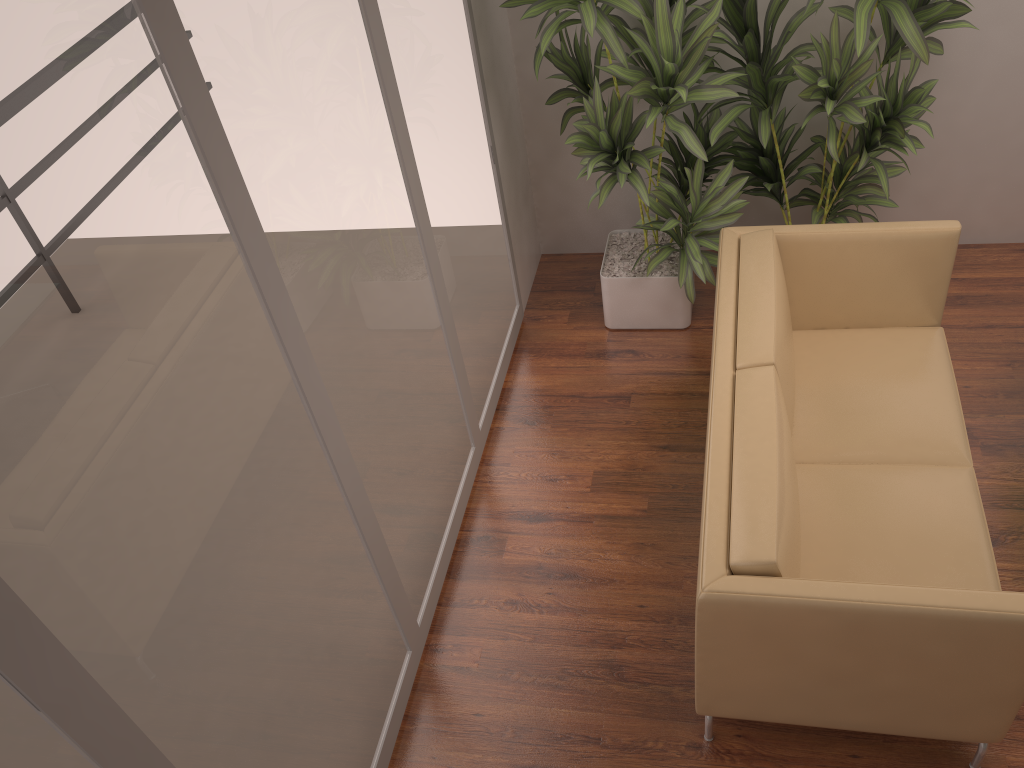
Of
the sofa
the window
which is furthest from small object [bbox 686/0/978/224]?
the window

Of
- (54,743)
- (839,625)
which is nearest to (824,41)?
(839,625)

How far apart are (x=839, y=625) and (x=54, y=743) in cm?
176

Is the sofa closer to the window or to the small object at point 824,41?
the small object at point 824,41

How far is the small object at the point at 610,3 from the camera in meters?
3.4

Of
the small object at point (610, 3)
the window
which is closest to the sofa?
the small object at point (610, 3)

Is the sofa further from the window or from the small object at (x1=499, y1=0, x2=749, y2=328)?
the window

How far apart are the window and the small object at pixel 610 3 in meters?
0.2

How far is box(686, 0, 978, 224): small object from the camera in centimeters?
326cm

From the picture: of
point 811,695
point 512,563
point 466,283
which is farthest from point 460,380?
point 811,695
